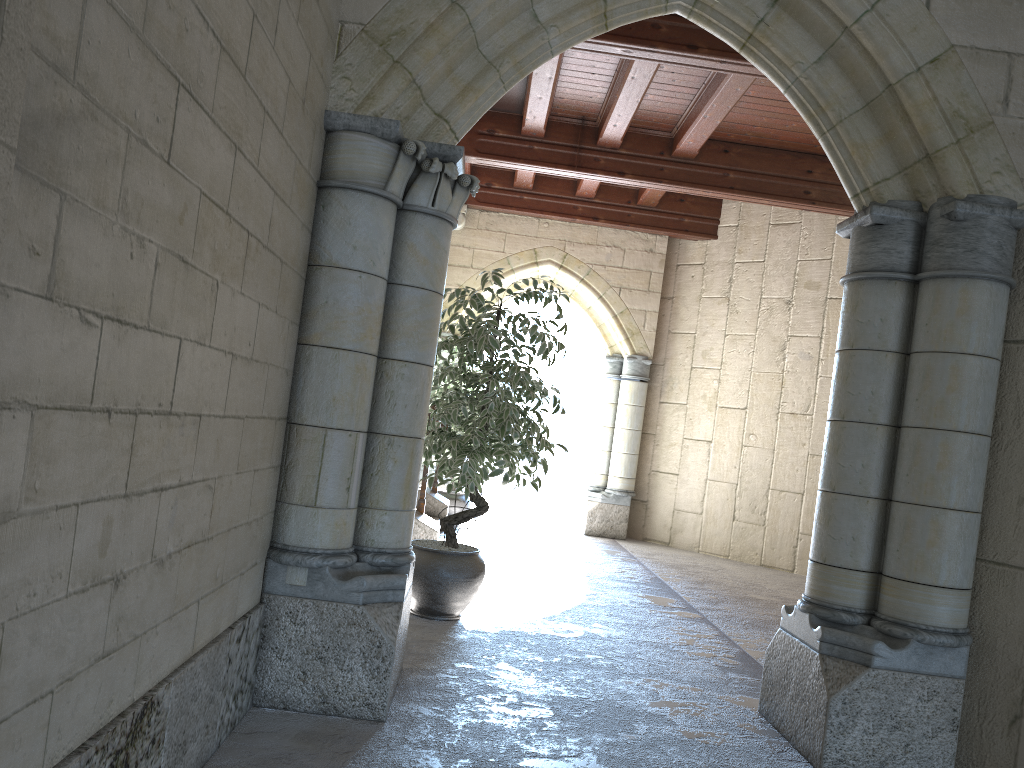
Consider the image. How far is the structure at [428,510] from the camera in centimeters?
632cm

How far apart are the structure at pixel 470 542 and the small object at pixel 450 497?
1.1m

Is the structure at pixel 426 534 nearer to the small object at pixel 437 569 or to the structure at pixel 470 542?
the small object at pixel 437 569

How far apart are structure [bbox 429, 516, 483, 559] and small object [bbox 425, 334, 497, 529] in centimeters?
112cm

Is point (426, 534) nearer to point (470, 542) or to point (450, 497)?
point (470, 542)

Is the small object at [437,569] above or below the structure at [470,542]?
above

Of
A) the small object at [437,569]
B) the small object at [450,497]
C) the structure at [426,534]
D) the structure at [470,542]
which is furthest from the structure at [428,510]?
the small object at [437,569]

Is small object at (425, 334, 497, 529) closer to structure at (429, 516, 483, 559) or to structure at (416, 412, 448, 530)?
structure at (416, 412, 448, 530)

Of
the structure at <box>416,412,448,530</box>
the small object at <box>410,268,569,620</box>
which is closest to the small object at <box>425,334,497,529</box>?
the structure at <box>416,412,448,530</box>

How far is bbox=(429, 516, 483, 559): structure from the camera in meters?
5.9
